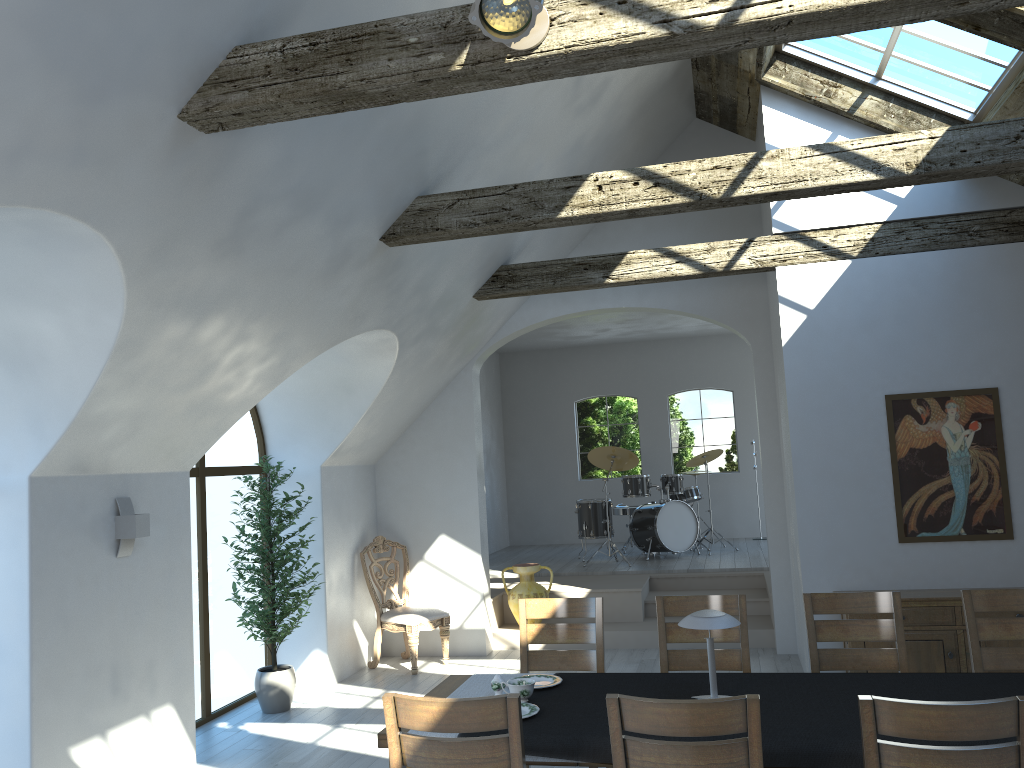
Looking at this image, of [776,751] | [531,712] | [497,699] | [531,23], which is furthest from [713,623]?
[531,23]

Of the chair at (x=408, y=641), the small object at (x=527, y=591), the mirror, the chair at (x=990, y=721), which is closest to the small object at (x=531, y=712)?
the chair at (x=990, y=721)

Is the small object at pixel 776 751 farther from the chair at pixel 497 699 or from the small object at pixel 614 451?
A: the small object at pixel 614 451

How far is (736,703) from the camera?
2.7 meters

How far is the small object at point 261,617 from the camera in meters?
6.5 m

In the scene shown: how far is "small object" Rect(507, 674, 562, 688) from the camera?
3.99m

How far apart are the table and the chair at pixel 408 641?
3.4 meters

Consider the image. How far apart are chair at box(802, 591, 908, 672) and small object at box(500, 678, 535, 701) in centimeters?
156cm

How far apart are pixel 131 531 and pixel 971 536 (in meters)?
5.42

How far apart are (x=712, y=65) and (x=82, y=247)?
4.97m
